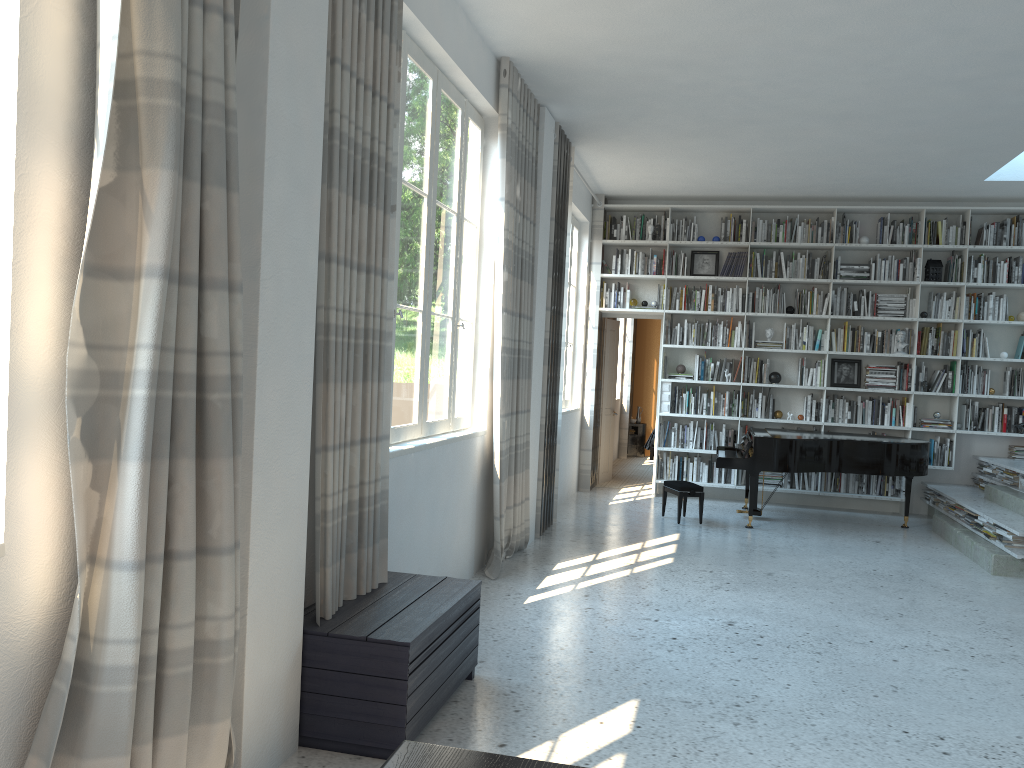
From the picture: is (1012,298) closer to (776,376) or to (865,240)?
(865,240)

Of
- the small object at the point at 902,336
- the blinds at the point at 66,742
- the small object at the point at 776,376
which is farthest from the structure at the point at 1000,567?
the blinds at the point at 66,742

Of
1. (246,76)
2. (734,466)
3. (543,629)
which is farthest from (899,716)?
(734,466)

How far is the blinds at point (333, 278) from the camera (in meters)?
3.10

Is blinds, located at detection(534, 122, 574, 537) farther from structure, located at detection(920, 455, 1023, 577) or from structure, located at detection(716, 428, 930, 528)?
structure, located at detection(920, 455, 1023, 577)

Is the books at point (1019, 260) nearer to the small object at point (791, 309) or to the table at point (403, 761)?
the small object at point (791, 309)

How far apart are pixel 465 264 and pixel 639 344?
9.0m

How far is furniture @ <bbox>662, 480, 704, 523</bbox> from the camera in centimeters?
784cm

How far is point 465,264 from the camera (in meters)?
5.44

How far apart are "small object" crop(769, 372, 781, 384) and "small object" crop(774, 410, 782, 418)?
0.35m
